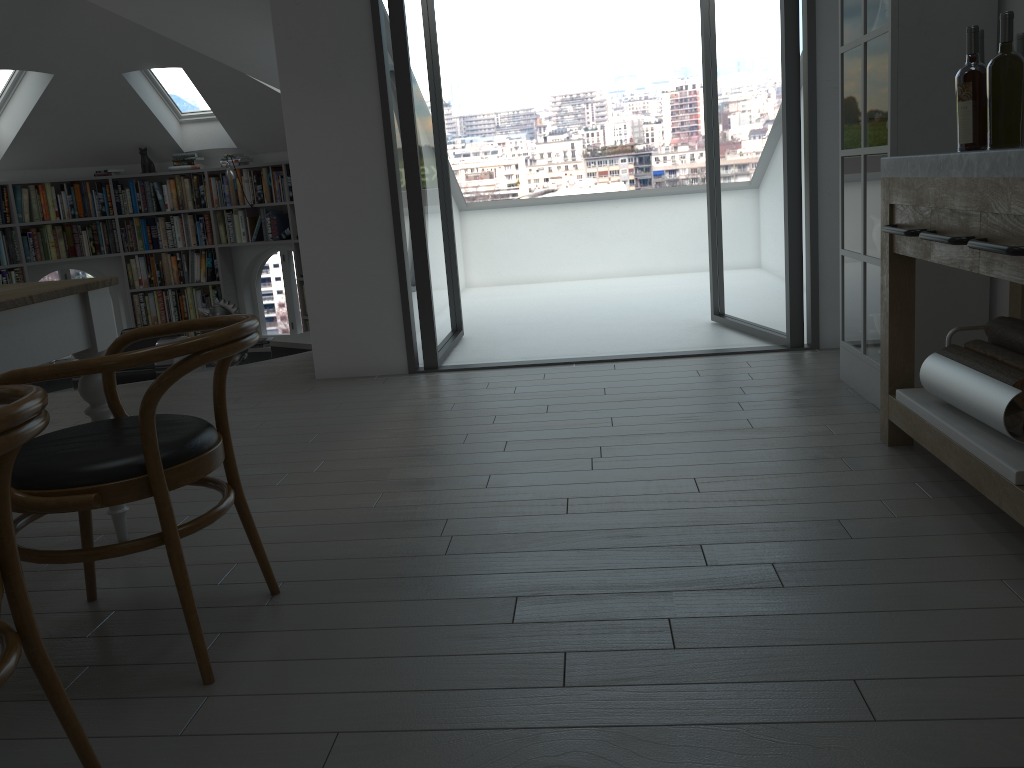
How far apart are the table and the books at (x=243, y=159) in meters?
6.8

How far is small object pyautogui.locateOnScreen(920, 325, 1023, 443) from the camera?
2.25m

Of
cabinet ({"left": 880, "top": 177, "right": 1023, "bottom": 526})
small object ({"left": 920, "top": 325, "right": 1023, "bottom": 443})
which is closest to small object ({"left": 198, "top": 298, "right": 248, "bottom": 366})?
cabinet ({"left": 880, "top": 177, "right": 1023, "bottom": 526})

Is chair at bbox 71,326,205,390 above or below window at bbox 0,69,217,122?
below

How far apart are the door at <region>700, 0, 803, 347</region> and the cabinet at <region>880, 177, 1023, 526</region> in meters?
1.6

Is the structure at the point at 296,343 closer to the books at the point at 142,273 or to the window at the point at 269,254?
the window at the point at 269,254

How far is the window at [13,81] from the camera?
8.0m

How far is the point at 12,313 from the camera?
2.2m

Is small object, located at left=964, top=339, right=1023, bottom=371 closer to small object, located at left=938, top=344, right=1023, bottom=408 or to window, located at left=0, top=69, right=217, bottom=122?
small object, located at left=938, top=344, right=1023, bottom=408

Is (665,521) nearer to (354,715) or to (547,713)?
(547,713)
